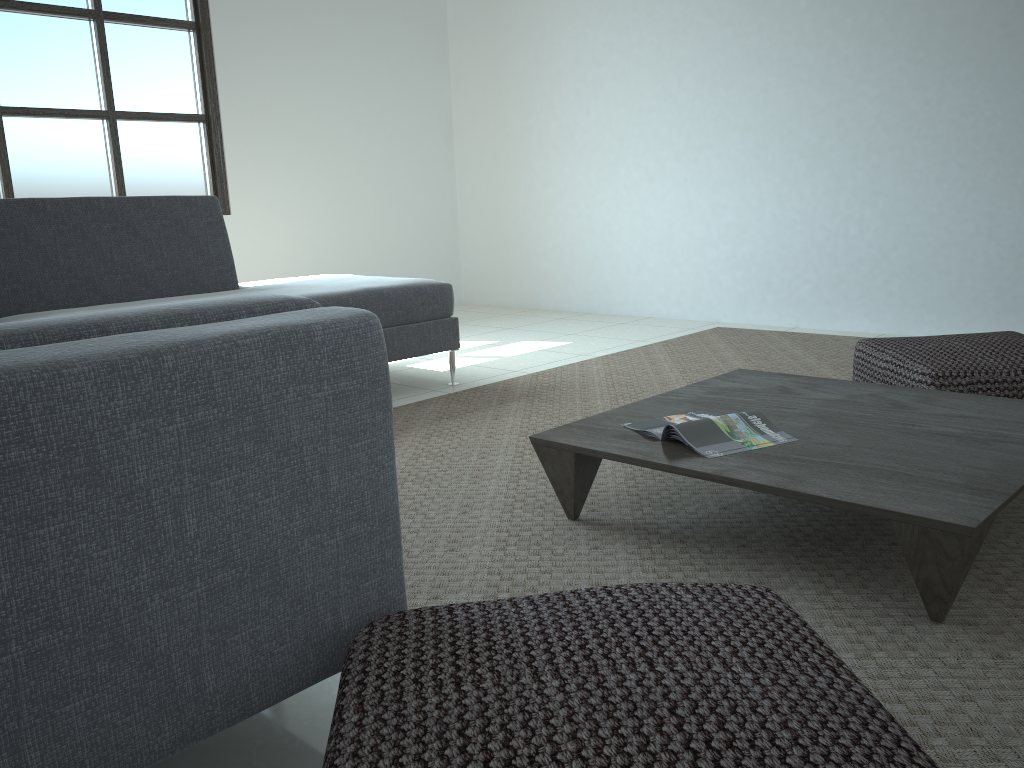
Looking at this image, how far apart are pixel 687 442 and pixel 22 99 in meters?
4.3 m

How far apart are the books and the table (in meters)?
0.01

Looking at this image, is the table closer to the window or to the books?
the books

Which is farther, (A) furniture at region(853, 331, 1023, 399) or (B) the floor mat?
(A) furniture at region(853, 331, 1023, 399)

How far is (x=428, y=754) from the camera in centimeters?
86cm

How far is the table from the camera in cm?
156

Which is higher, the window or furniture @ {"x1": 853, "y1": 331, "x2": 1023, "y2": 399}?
the window

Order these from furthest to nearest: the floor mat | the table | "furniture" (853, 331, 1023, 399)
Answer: "furniture" (853, 331, 1023, 399), the table, the floor mat

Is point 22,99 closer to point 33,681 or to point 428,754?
point 33,681

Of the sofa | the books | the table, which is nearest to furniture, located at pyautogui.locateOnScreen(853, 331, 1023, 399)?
the table
